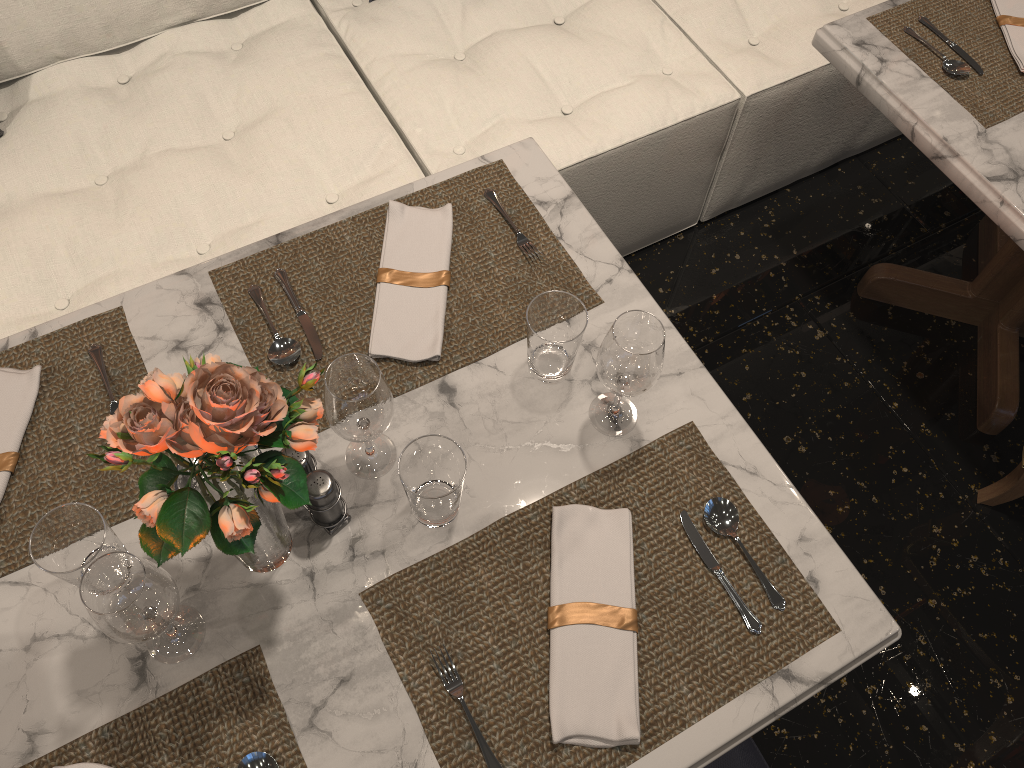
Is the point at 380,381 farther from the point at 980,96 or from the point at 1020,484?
the point at 1020,484

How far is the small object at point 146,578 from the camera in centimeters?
87cm

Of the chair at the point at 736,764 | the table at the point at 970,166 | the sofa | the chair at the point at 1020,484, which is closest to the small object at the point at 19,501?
the sofa

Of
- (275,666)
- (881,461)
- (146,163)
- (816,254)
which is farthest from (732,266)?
(275,666)

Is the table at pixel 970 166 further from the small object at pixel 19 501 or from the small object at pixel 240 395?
the small object at pixel 19 501

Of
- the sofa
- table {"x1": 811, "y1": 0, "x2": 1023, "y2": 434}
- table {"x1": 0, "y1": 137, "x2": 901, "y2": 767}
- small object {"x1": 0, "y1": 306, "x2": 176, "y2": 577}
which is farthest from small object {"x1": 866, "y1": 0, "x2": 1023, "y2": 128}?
small object {"x1": 0, "y1": 306, "x2": 176, "y2": 577}

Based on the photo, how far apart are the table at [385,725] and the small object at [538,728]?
0.01m

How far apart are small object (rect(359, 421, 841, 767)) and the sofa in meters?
0.8 m

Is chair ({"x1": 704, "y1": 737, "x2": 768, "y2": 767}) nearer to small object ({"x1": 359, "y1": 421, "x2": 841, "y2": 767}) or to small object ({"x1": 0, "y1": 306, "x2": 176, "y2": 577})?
small object ({"x1": 359, "y1": 421, "x2": 841, "y2": 767})

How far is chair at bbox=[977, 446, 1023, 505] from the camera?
1.87m
